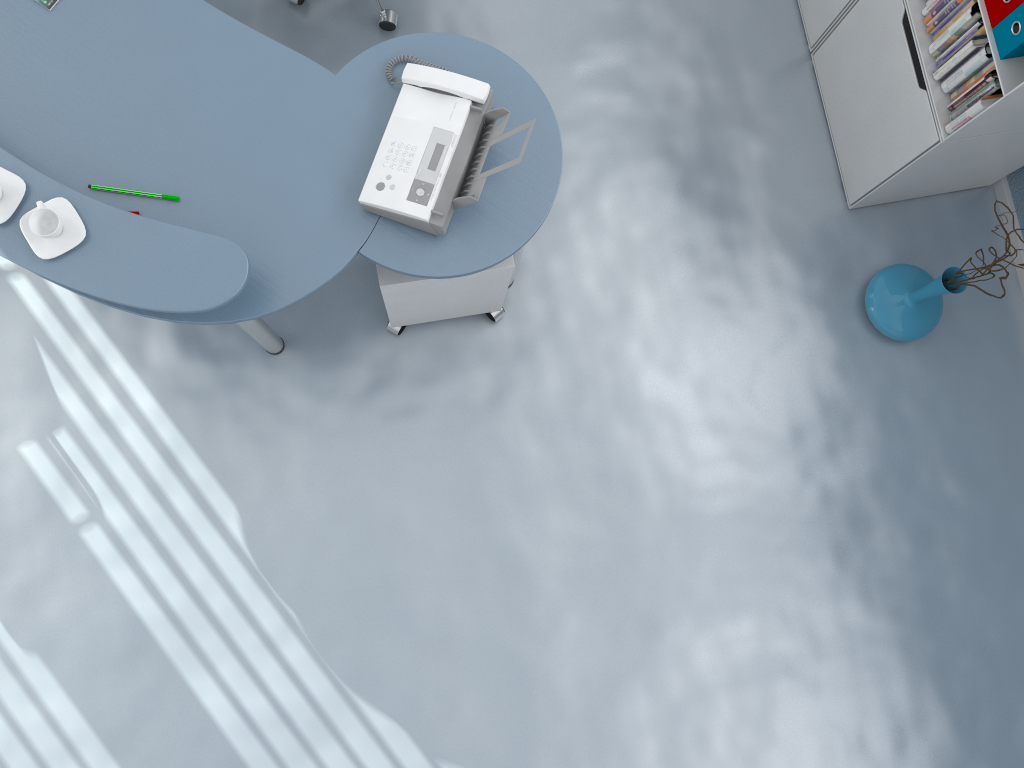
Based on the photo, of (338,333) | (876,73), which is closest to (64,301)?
(338,333)

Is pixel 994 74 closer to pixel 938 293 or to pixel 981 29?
pixel 981 29

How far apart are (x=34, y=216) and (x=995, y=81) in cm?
232

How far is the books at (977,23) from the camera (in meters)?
2.29

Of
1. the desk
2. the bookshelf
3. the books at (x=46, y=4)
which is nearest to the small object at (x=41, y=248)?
the desk

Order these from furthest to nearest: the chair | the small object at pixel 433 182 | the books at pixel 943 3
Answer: the chair < the books at pixel 943 3 < the small object at pixel 433 182

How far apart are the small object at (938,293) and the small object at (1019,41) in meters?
0.6 m

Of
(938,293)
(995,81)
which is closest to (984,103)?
(995,81)

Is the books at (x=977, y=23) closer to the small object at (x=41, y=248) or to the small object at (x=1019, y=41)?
the small object at (x=1019, y=41)

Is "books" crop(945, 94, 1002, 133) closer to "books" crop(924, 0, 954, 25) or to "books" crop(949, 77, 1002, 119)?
"books" crop(949, 77, 1002, 119)
